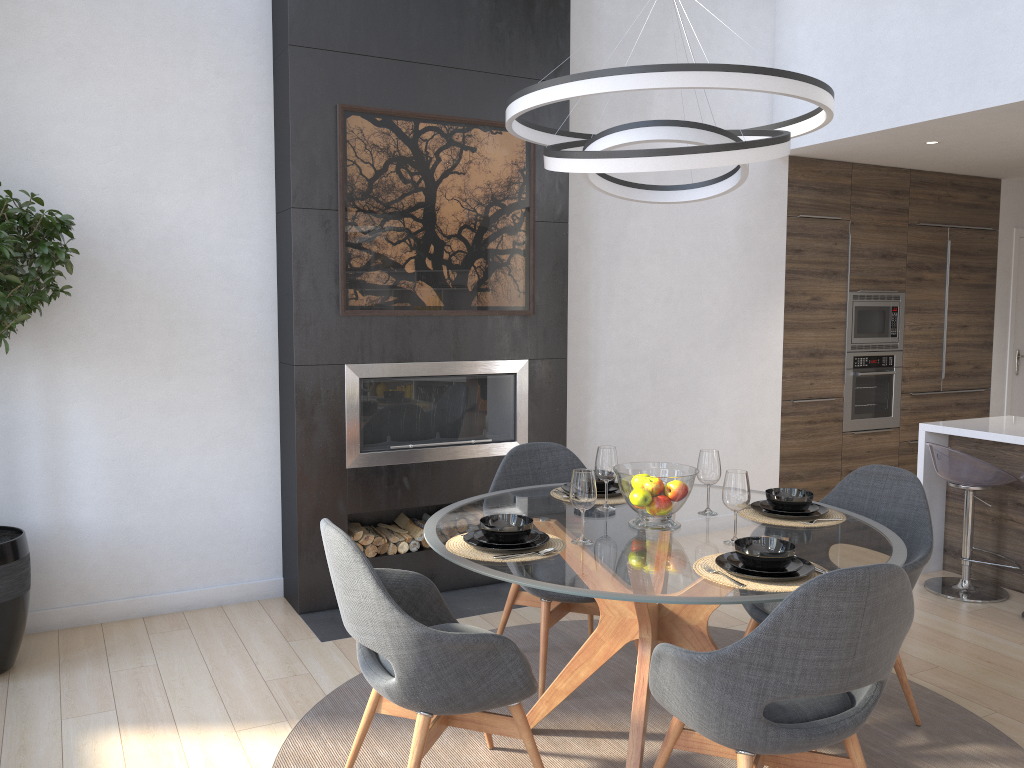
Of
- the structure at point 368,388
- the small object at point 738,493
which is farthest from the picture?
the small object at point 738,493

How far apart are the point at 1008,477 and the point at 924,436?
0.5m

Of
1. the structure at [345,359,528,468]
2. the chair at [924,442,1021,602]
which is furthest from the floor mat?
the chair at [924,442,1021,602]

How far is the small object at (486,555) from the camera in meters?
2.5

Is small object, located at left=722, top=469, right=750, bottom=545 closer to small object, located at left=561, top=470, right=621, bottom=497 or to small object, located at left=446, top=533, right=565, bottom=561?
small object, located at left=446, top=533, right=565, bottom=561

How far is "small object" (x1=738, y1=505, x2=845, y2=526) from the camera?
2.93m

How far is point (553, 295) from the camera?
4.8m

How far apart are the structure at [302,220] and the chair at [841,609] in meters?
1.9 m

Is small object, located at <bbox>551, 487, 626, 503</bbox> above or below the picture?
below

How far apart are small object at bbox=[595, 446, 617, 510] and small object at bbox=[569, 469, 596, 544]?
0.4 meters
